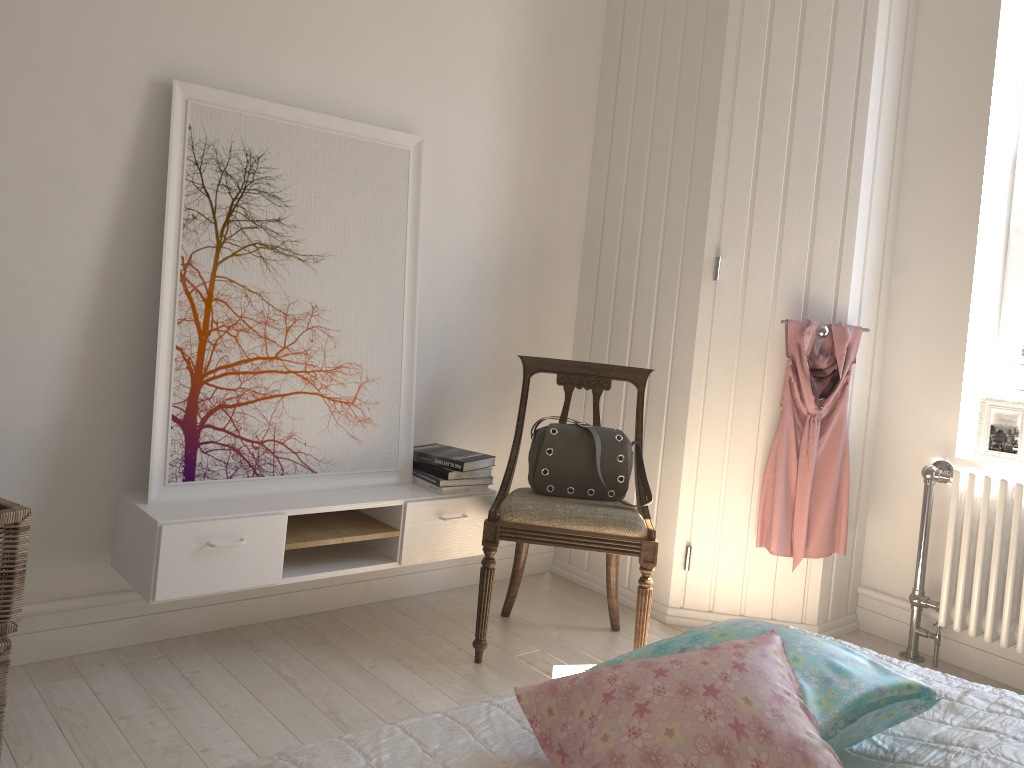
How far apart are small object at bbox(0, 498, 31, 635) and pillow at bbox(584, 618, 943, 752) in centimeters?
135cm

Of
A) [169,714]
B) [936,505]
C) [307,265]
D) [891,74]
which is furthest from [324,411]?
[891,74]

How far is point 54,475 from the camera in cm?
239

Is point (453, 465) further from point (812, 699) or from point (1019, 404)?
point (1019, 404)

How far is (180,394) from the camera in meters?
2.5

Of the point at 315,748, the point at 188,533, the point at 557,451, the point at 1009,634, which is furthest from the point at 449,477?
the point at 1009,634

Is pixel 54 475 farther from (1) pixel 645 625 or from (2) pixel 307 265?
(1) pixel 645 625

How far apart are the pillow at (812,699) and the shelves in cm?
132

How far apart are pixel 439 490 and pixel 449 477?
0.05m

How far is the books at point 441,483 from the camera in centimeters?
287cm
